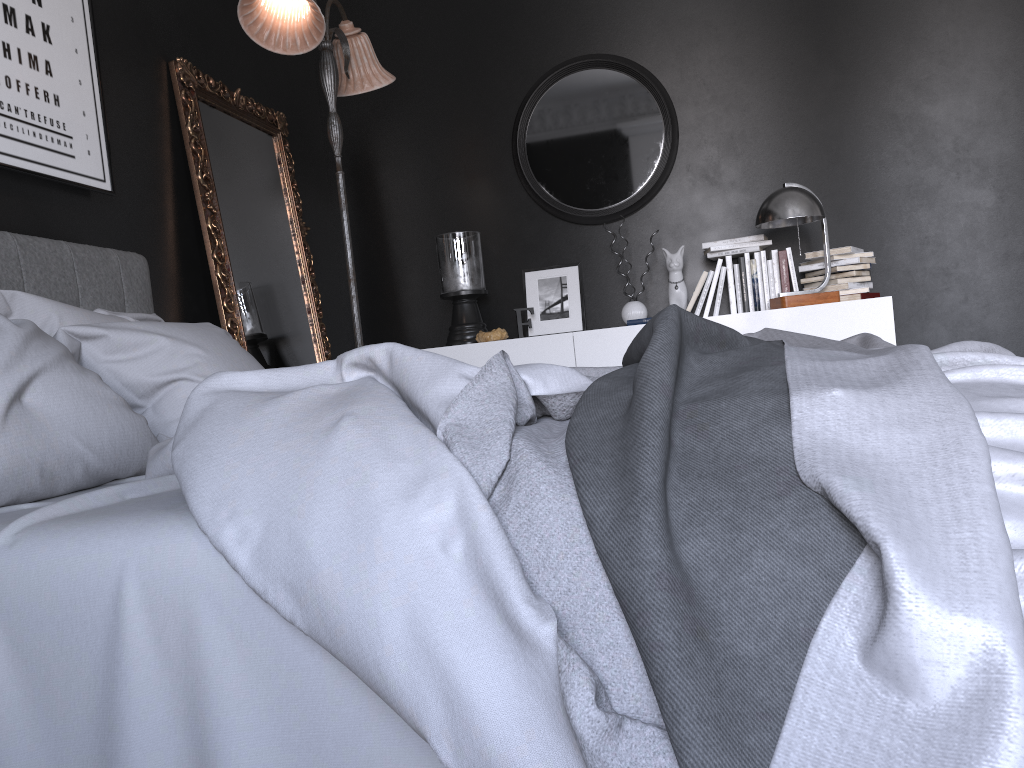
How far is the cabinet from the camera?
4.1 meters

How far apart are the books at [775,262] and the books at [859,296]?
0.35m

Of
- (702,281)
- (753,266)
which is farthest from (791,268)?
(702,281)

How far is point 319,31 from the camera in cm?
337

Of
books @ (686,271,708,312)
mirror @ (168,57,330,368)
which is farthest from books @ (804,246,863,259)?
mirror @ (168,57,330,368)

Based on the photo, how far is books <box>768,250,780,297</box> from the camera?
4.5 meters

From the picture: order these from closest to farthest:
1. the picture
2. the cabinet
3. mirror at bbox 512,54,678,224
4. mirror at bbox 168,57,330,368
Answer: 1. the picture
2. mirror at bbox 168,57,330,368
3. the cabinet
4. mirror at bbox 512,54,678,224

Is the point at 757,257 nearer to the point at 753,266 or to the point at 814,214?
the point at 753,266

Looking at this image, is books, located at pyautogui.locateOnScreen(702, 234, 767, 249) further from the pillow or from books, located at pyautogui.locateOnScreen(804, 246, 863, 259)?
the pillow

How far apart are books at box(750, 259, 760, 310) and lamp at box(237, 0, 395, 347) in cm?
196
